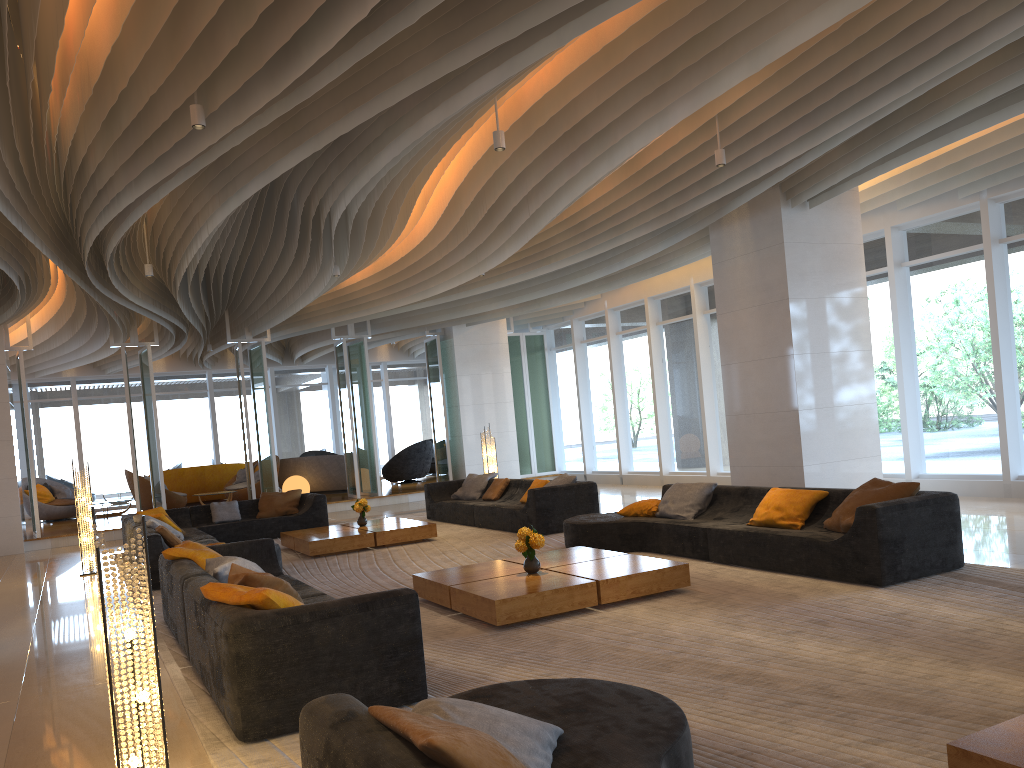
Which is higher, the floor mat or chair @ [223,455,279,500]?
chair @ [223,455,279,500]

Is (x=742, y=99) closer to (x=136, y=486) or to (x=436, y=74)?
(x=436, y=74)

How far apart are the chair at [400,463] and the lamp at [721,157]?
14.47m

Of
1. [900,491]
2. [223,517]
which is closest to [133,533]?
[223,517]

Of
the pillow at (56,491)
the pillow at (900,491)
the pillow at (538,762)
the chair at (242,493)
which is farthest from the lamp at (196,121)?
the pillow at (56,491)

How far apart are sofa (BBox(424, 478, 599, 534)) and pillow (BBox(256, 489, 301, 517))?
2.04m

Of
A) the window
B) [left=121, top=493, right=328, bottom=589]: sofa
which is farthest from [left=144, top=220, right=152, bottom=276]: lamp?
the window

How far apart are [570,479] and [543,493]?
0.59m

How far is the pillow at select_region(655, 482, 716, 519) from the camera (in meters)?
8.60

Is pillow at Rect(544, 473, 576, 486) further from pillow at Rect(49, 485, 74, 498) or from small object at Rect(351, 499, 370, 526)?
pillow at Rect(49, 485, 74, 498)
